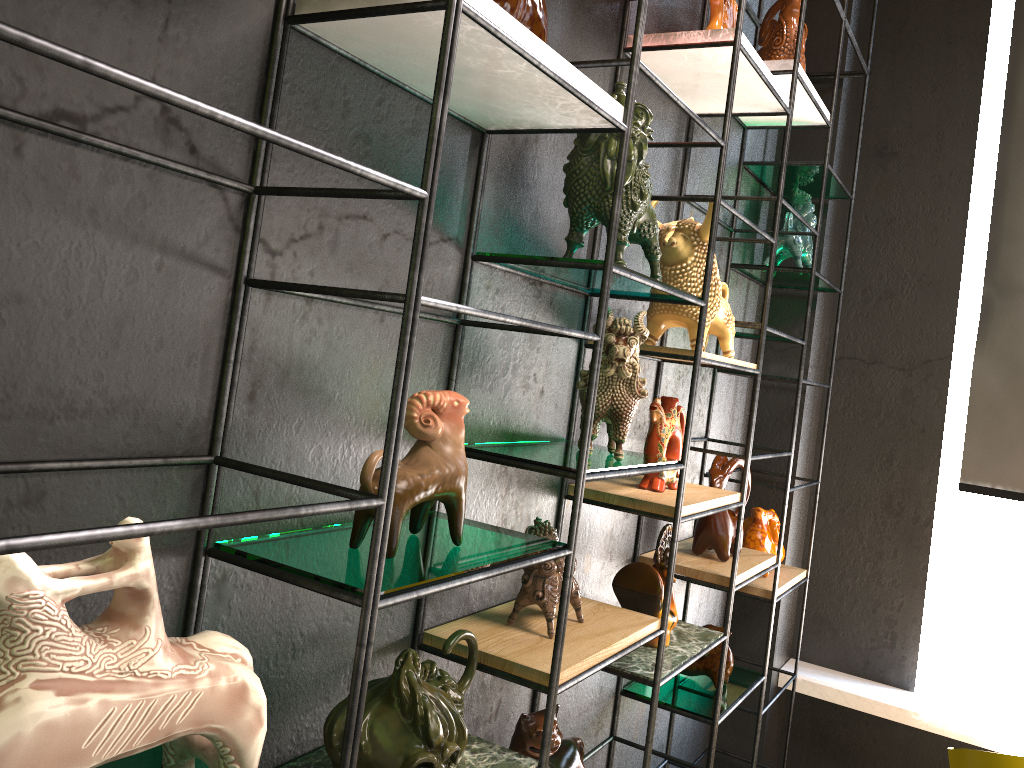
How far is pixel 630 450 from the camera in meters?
2.3 m

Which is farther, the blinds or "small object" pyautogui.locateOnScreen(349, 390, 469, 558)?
the blinds

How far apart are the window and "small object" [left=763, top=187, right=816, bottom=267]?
0.9m

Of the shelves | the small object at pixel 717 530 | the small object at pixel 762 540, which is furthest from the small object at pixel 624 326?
the small object at pixel 762 540

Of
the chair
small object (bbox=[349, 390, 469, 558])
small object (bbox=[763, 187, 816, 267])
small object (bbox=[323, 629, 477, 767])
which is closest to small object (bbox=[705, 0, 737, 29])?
small object (bbox=[763, 187, 816, 267])

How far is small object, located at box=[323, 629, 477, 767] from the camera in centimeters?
109cm

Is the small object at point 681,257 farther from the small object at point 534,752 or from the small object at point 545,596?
the small object at point 534,752

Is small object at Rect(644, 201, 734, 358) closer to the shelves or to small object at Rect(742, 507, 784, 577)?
the shelves

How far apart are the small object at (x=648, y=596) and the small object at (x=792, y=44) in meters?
1.3

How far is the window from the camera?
3.4 meters
